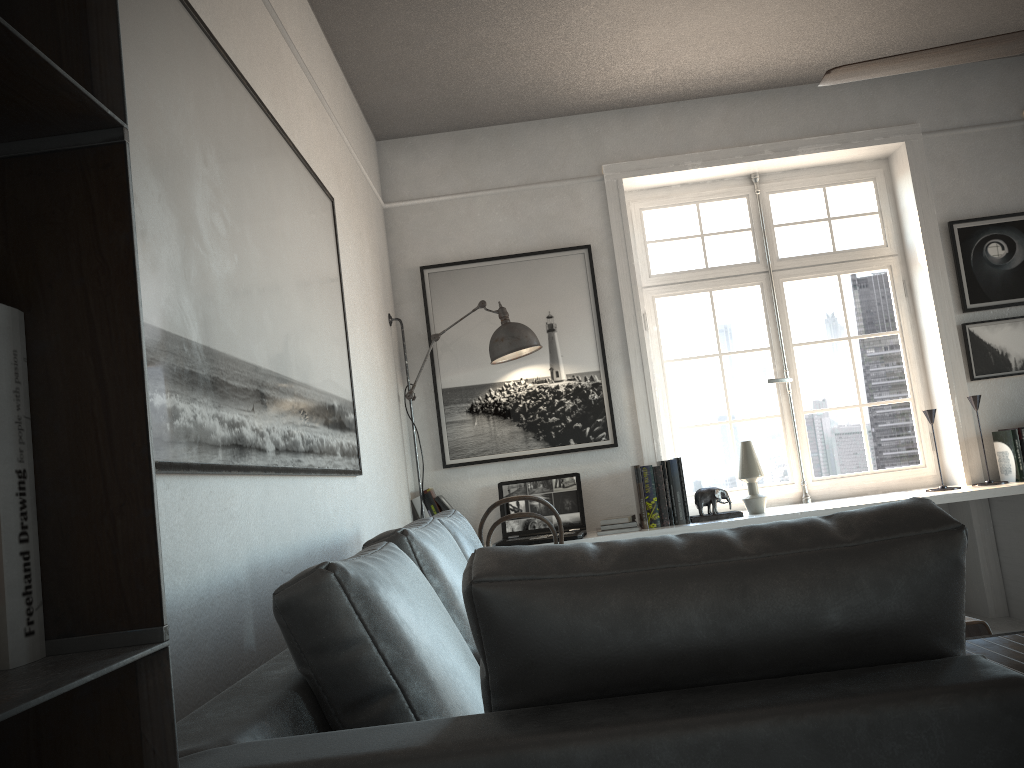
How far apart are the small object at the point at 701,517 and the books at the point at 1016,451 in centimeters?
139cm

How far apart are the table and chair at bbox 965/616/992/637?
0.2 meters

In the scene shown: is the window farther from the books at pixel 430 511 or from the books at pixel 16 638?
the books at pixel 16 638

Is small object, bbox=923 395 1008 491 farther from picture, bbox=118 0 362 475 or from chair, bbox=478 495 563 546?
picture, bbox=118 0 362 475

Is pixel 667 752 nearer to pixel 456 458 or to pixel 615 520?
pixel 615 520

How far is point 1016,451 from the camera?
4.32m

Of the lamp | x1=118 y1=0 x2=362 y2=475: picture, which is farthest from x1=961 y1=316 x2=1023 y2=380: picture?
x1=118 y1=0 x2=362 y2=475: picture

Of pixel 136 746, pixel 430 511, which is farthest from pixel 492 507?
pixel 136 746

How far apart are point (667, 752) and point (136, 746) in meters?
0.5 m

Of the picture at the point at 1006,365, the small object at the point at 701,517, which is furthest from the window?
the small object at the point at 701,517
